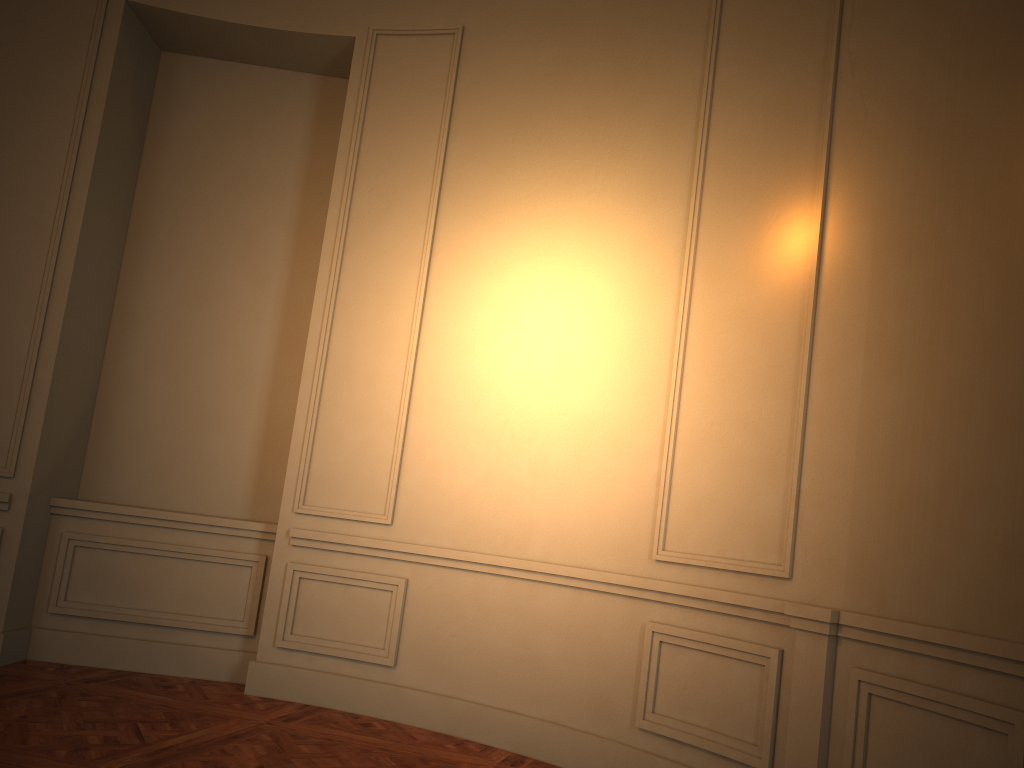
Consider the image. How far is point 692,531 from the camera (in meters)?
3.77

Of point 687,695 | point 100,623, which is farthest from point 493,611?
point 100,623
